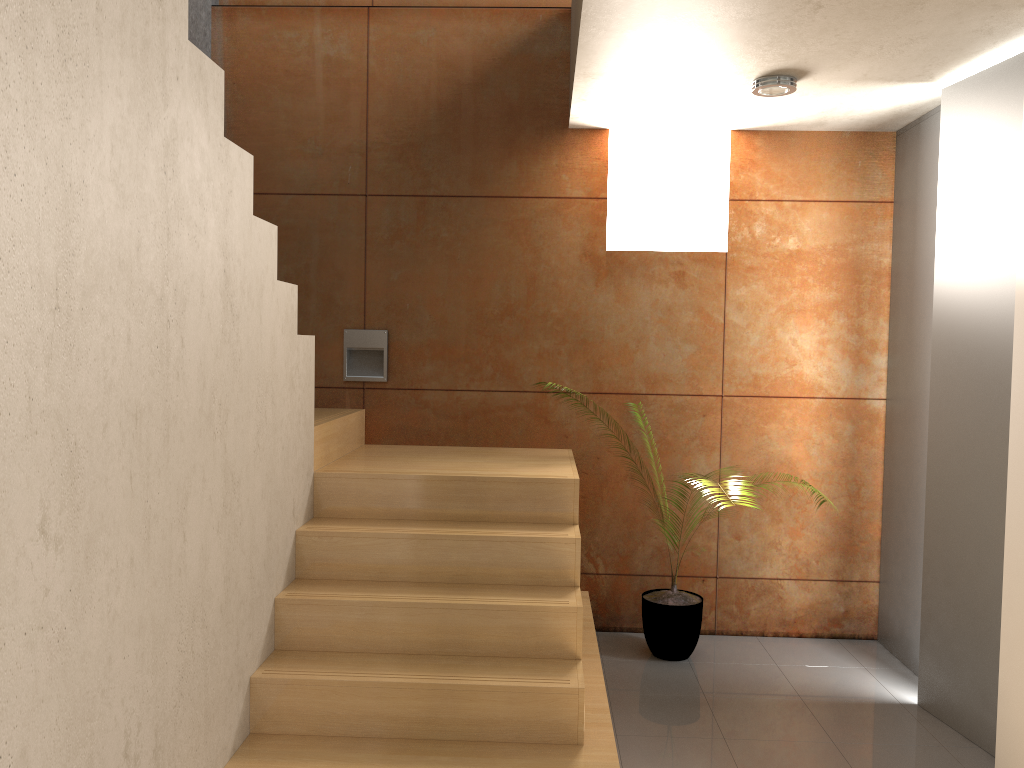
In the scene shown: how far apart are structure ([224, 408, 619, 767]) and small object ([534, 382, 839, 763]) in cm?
28

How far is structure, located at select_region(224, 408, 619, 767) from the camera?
2.75m

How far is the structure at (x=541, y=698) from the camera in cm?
275

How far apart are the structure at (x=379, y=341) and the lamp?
2.1 meters

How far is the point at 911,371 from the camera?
4.1 meters

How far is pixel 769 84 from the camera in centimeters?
350cm

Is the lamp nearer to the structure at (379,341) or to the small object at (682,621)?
the structure at (379,341)

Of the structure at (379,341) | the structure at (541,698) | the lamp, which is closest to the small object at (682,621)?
the structure at (541,698)

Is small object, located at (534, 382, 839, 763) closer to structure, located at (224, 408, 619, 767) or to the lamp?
structure, located at (224, 408, 619, 767)

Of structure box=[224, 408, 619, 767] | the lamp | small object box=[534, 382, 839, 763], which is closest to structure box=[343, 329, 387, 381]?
structure box=[224, 408, 619, 767]
